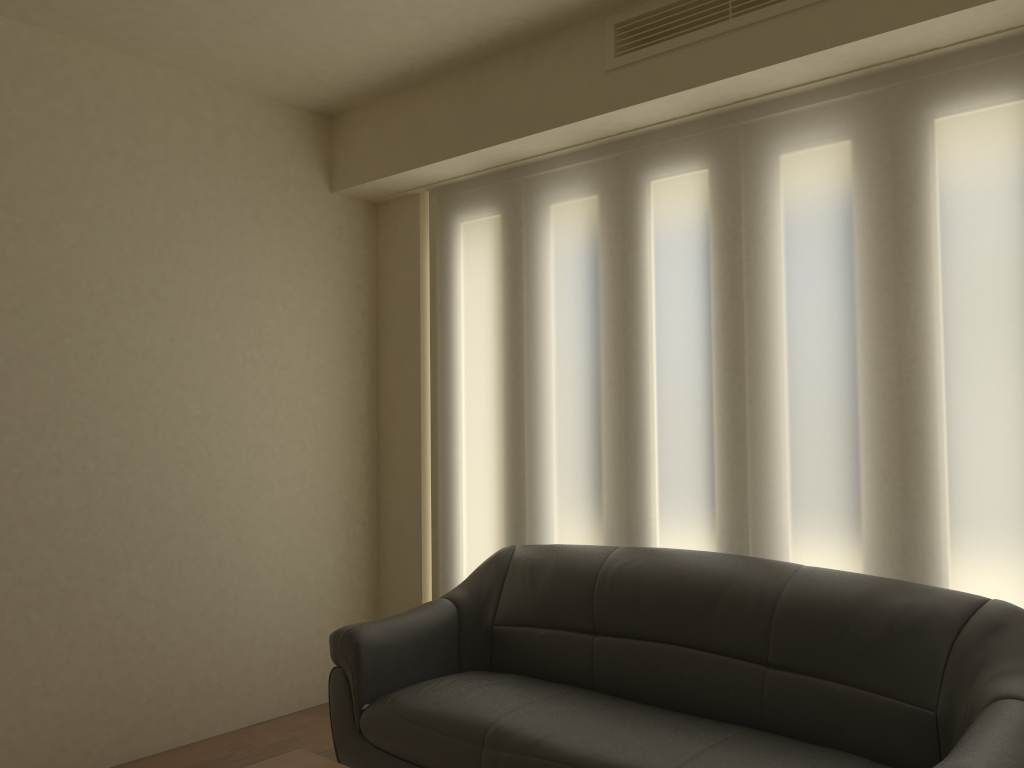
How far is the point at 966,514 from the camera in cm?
283

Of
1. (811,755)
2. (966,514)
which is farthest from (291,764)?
(966,514)

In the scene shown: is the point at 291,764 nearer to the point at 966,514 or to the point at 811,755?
the point at 811,755

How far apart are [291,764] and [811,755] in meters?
1.4

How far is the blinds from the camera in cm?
283

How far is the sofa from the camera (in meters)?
2.49

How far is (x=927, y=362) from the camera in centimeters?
292cm

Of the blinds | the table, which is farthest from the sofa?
the table

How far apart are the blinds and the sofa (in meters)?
0.20

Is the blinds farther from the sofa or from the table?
the table
